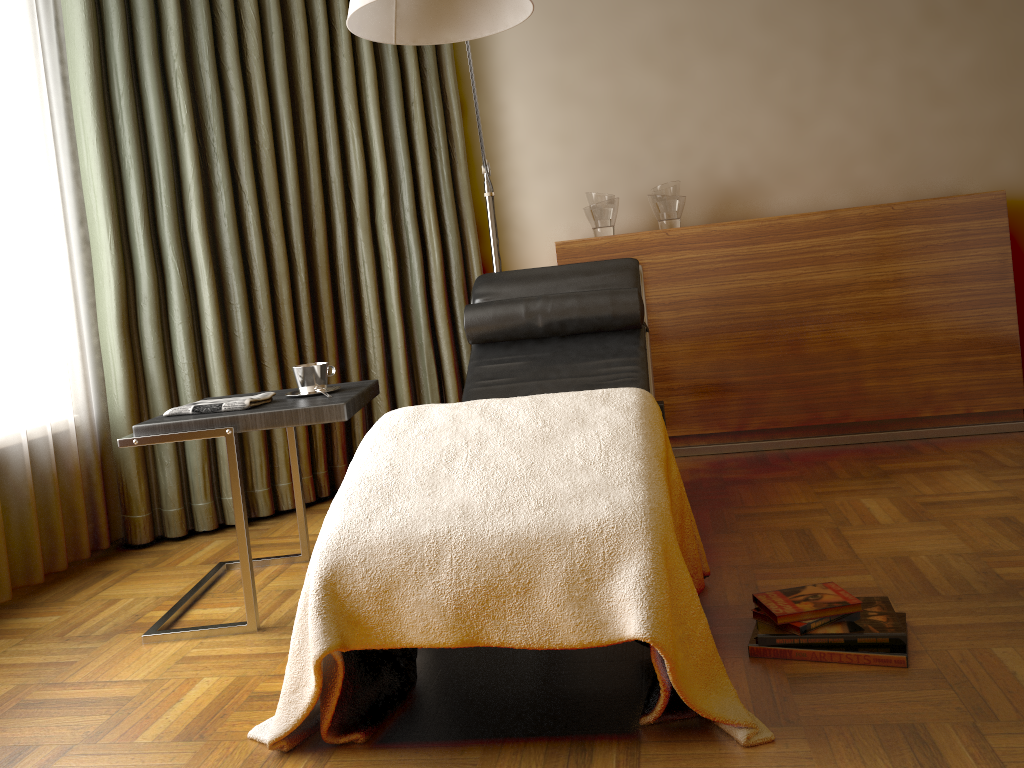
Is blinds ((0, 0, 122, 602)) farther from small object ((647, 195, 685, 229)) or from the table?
small object ((647, 195, 685, 229))

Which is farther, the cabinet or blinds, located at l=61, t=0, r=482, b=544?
the cabinet

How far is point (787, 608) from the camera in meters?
1.7 m

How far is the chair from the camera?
2.7 meters

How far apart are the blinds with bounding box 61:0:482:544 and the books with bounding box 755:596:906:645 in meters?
2.0 m

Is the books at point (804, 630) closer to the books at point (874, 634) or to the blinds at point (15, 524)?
the books at point (874, 634)

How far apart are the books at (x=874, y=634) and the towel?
1.29m

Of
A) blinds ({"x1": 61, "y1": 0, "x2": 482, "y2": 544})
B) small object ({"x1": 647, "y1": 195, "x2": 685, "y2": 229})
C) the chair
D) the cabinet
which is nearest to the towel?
the chair

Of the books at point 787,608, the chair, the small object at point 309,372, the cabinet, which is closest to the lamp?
the chair

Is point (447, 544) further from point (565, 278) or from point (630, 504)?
point (565, 278)
